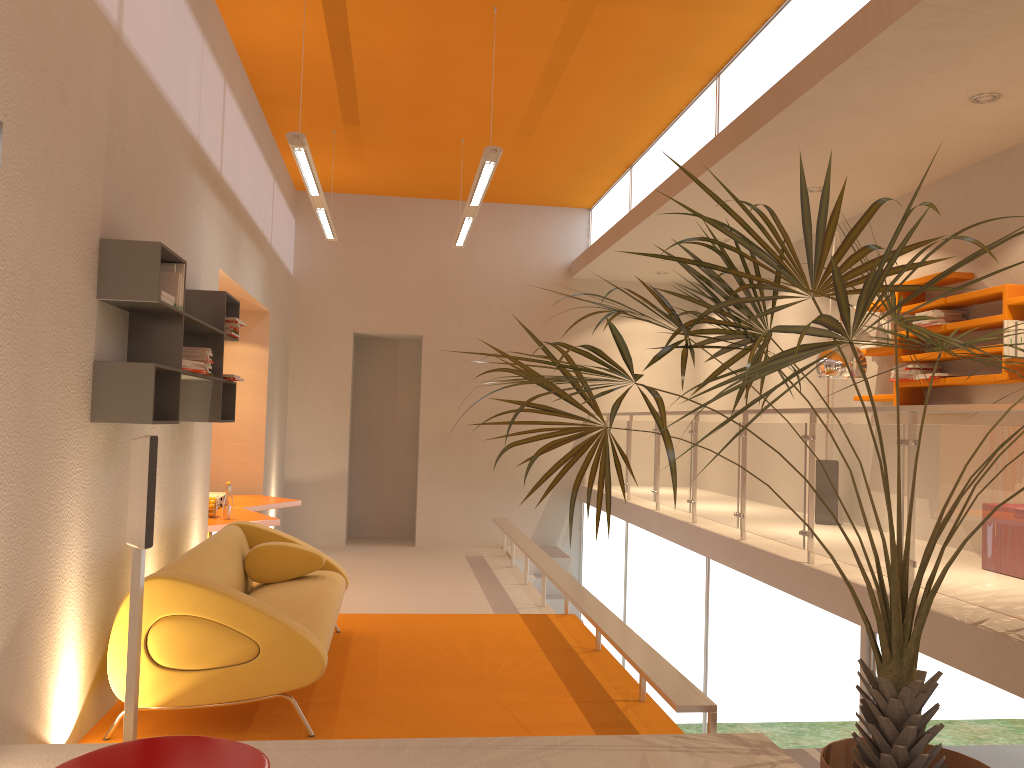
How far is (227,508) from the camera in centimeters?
670cm

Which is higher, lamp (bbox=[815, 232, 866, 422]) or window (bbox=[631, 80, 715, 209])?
window (bbox=[631, 80, 715, 209])

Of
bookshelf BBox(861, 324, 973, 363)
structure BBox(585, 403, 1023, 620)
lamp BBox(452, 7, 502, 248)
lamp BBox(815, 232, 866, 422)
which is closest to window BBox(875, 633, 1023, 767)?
structure BBox(585, 403, 1023, 620)

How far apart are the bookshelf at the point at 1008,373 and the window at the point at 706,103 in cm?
260

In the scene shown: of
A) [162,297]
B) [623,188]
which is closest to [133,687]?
[162,297]

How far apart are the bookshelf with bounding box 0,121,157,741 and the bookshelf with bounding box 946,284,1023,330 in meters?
4.7 m

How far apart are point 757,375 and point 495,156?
4.01m

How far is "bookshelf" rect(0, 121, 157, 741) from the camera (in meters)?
Result: 3.49

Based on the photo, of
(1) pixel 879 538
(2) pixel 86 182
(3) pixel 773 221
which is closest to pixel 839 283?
(1) pixel 879 538

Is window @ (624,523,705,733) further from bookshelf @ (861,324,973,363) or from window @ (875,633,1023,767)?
window @ (875,633,1023,767)
